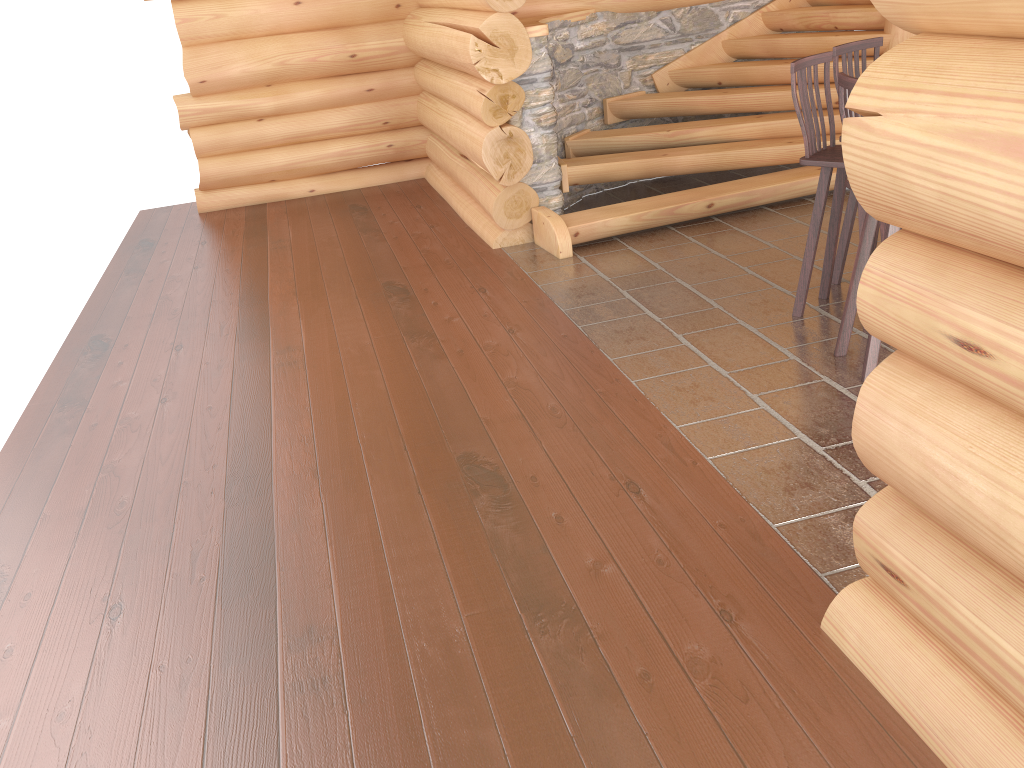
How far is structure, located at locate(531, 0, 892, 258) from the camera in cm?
648

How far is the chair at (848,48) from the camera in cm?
477

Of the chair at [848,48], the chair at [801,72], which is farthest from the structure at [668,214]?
the chair at [801,72]

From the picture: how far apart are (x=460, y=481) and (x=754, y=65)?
5.4 meters

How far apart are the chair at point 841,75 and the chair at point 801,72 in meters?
0.4

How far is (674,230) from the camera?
6.6m

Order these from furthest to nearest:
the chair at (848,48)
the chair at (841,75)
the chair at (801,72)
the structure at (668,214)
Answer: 1. the structure at (668,214)
2. the chair at (848,48)
3. the chair at (801,72)
4. the chair at (841,75)

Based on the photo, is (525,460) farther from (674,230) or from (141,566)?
(674,230)

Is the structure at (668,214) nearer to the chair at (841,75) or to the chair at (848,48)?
the chair at (848,48)

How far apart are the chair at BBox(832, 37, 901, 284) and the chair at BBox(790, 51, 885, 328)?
0.20m
